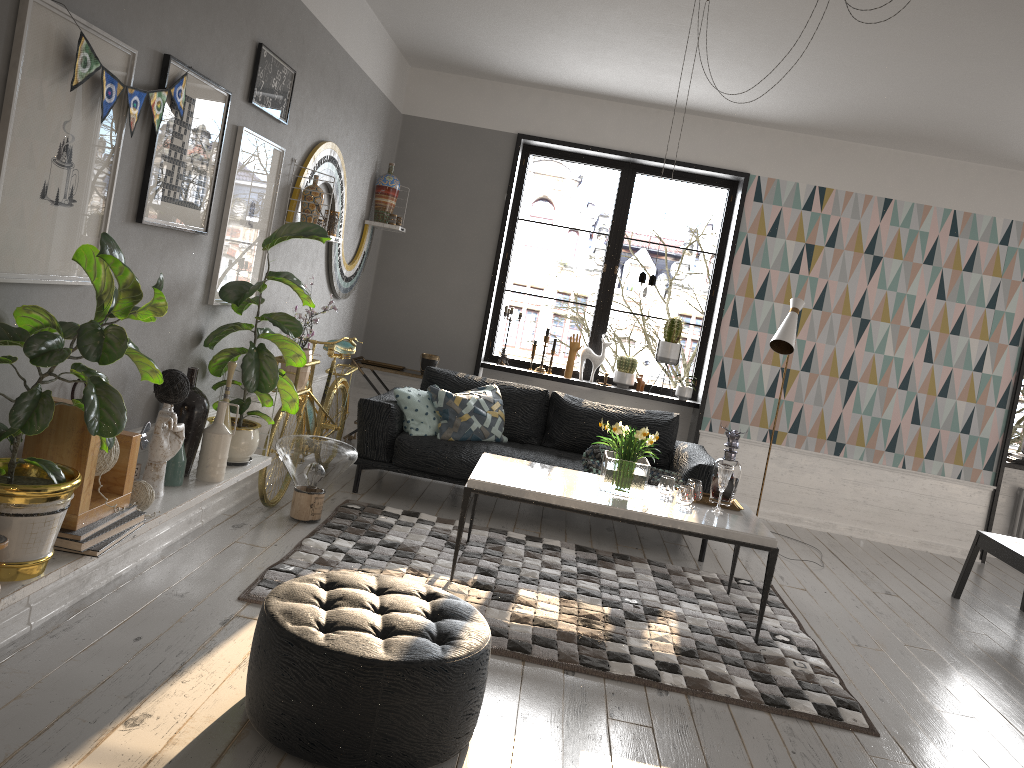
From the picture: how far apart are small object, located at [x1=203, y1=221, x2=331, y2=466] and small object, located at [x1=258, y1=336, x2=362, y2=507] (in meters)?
0.39

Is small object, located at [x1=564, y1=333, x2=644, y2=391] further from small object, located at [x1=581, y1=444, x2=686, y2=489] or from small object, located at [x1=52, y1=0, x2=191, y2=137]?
small object, located at [x1=52, y1=0, x2=191, y2=137]

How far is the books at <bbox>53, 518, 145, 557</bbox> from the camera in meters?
2.7 m

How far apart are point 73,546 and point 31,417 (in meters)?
0.58

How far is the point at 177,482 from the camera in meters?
3.5

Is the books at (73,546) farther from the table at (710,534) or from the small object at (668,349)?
the small object at (668,349)

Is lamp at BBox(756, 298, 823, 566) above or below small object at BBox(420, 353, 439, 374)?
above

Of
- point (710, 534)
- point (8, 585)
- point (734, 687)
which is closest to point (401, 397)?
point (710, 534)

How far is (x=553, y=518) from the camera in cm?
579

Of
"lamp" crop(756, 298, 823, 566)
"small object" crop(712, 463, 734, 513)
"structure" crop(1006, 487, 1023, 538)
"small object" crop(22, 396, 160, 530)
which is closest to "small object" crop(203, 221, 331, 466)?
"small object" crop(22, 396, 160, 530)
